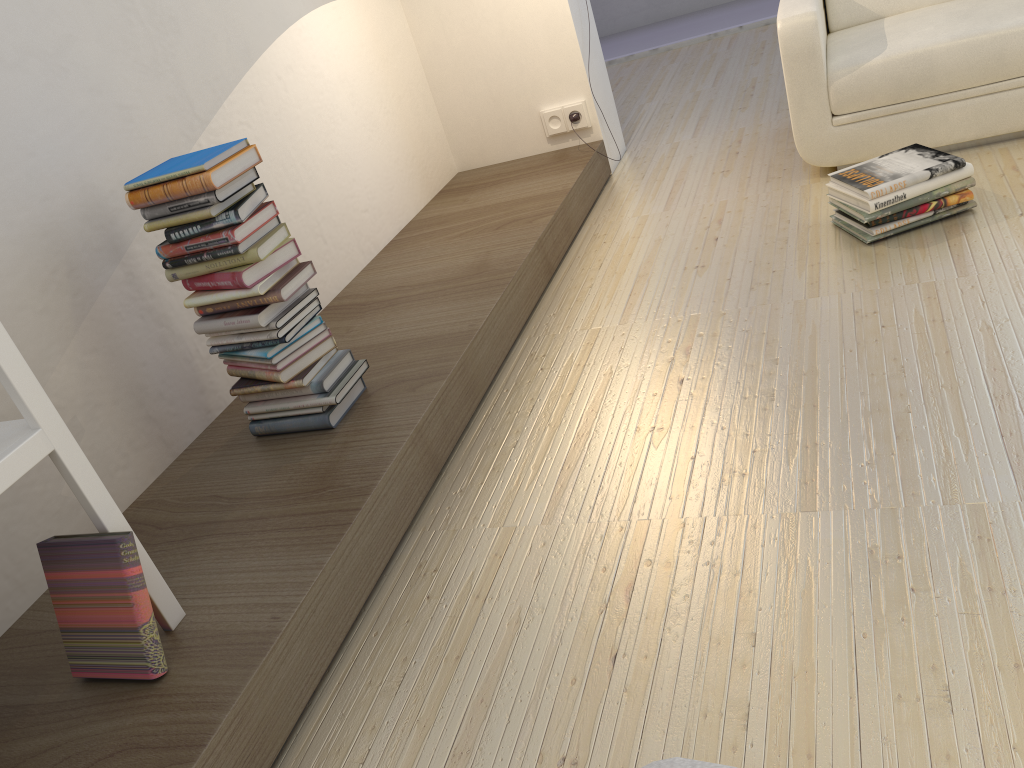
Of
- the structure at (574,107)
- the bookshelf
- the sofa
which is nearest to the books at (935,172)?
the sofa

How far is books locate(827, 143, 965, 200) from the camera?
2.5m

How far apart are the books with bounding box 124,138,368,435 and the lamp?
2.0 meters

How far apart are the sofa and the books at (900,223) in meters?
0.4 m

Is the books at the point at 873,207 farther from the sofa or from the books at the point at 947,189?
the sofa

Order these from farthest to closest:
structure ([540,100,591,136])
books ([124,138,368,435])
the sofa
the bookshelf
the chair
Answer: structure ([540,100,591,136]) < the sofa < books ([124,138,368,435]) < the bookshelf < the chair

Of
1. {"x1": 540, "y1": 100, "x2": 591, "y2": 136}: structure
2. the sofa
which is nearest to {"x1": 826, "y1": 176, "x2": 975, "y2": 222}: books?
the sofa

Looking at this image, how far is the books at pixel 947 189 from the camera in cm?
251

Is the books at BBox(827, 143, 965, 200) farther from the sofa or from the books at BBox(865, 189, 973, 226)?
the sofa

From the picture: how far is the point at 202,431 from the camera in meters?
2.4 m
